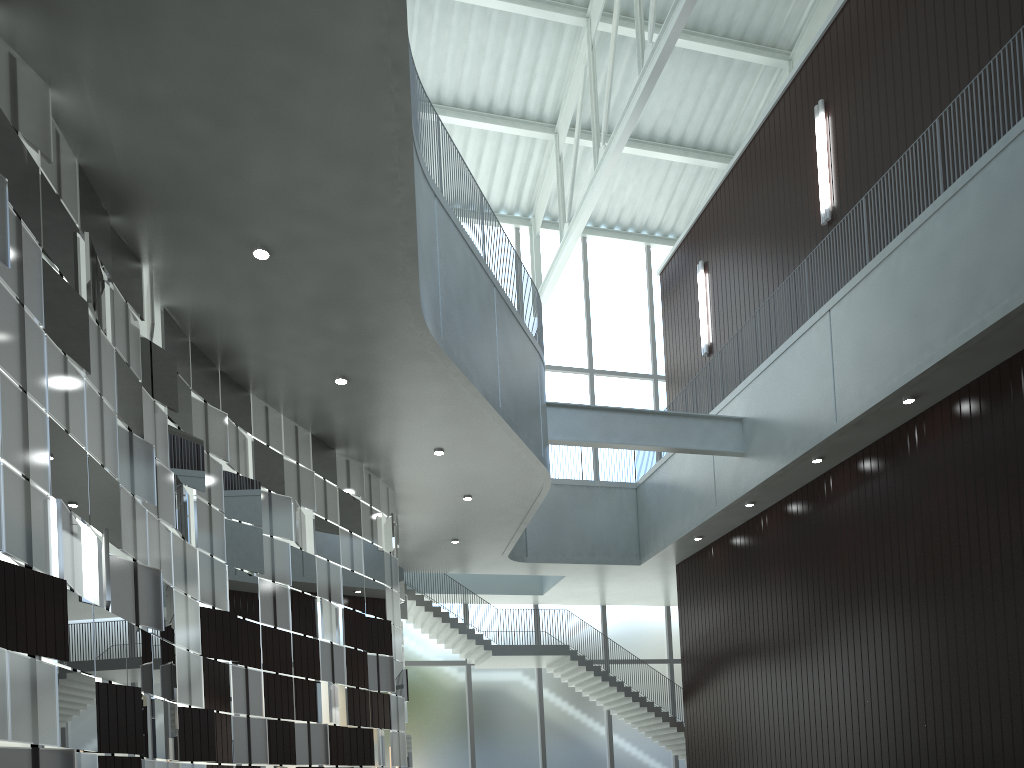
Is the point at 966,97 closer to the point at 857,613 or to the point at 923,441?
the point at 923,441

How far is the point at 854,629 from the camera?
49.96m
